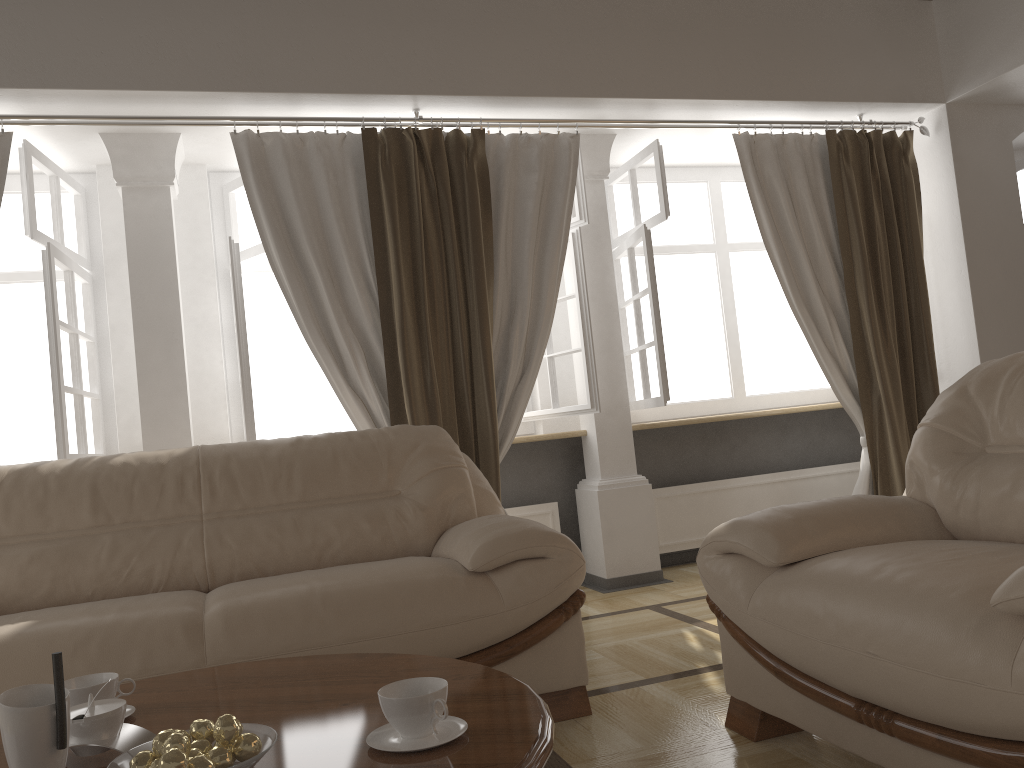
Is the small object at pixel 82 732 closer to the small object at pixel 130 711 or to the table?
the table

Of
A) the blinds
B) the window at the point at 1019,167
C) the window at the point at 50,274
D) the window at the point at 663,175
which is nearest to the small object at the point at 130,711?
the blinds

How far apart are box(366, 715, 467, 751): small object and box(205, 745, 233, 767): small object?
→ 0.2 meters

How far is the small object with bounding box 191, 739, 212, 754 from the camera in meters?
1.3

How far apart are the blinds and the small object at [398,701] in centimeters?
234cm

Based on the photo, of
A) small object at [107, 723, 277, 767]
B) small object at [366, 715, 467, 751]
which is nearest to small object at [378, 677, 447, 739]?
small object at [366, 715, 467, 751]

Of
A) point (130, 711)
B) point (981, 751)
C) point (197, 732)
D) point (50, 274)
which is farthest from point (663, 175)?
point (197, 732)

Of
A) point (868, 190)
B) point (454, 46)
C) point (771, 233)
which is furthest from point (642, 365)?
point (454, 46)

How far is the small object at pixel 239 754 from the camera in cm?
124

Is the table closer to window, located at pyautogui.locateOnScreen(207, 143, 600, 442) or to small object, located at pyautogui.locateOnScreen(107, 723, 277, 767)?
small object, located at pyautogui.locateOnScreen(107, 723, 277, 767)
